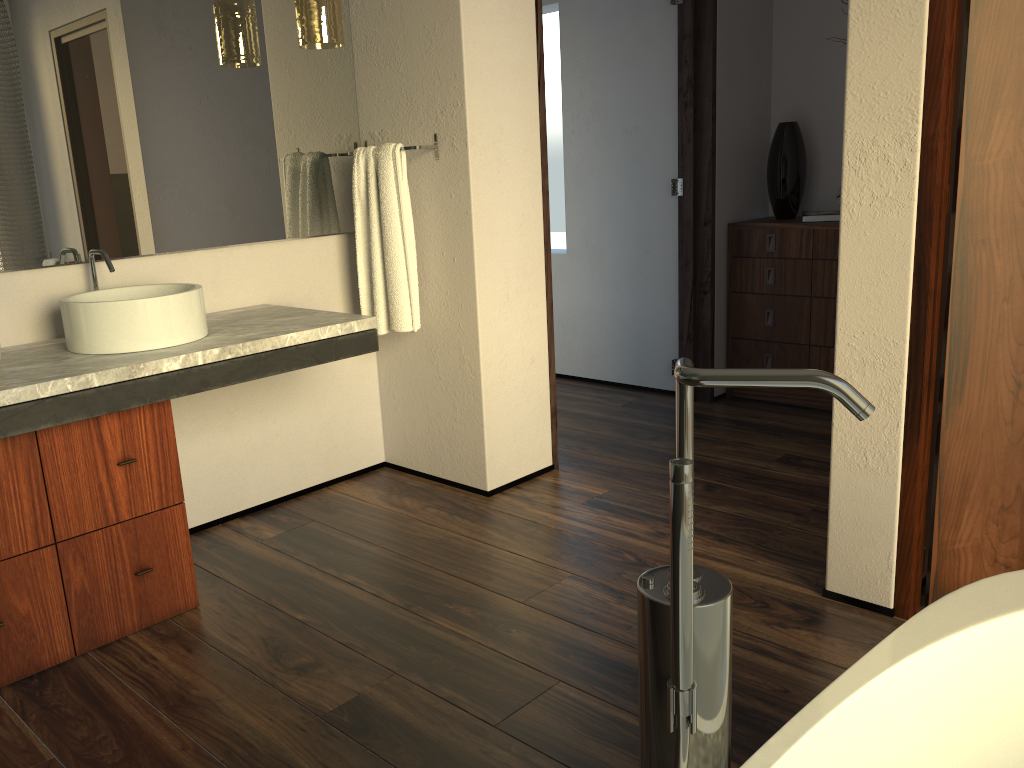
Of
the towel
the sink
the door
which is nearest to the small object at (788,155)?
the towel

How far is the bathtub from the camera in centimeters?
101cm

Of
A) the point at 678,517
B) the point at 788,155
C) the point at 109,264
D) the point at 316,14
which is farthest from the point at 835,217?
the point at 678,517

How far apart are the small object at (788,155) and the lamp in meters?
2.1

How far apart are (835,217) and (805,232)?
0.1m

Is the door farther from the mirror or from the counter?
the mirror

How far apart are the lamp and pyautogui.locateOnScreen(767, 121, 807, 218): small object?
2.1 meters

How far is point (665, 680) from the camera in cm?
92

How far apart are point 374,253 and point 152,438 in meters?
1.0

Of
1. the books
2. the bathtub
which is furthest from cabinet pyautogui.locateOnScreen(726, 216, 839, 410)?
the bathtub
